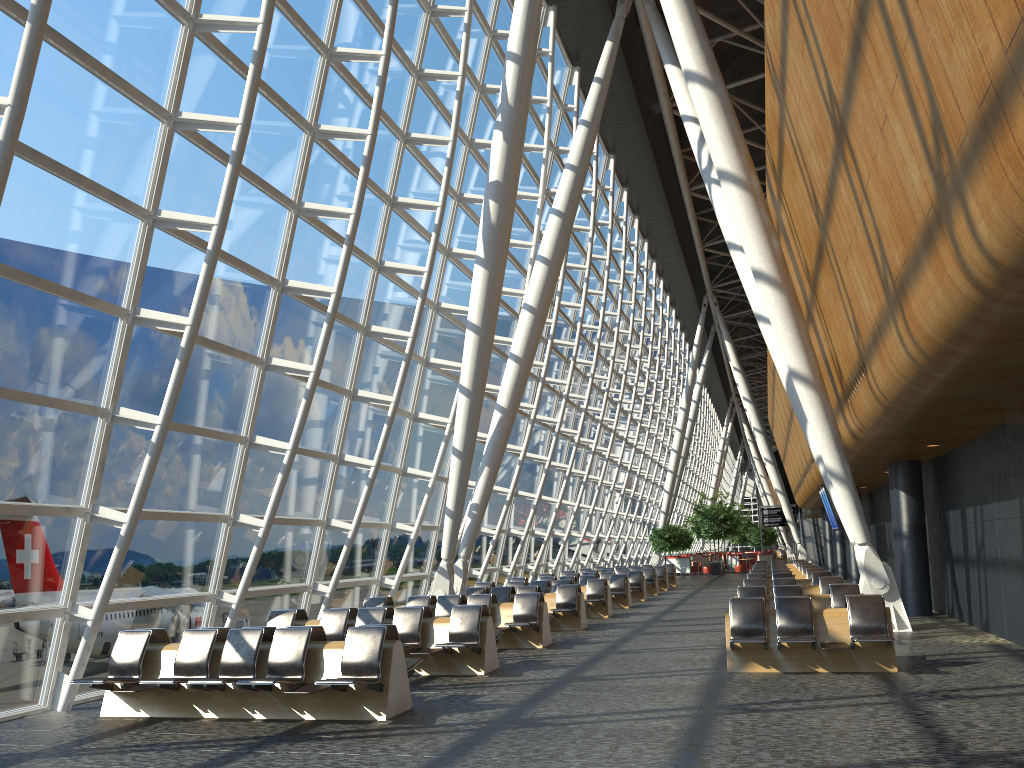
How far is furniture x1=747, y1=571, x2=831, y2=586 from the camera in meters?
18.7

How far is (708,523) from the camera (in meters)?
45.67

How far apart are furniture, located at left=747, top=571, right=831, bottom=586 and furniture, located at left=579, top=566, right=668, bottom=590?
11.9m

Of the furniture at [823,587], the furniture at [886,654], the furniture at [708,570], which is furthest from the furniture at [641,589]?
the furniture at [708,570]

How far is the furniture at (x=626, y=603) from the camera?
22.30m

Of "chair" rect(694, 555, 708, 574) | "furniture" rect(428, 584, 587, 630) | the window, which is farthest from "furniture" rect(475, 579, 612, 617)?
"chair" rect(694, 555, 708, 574)

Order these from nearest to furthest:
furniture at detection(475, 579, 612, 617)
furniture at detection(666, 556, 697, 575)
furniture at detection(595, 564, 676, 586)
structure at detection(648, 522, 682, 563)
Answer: furniture at detection(475, 579, 612, 617) < furniture at detection(595, 564, 676, 586) < structure at detection(648, 522, 682, 563) < furniture at detection(666, 556, 697, 575)

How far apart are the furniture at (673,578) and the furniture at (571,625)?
17.03m

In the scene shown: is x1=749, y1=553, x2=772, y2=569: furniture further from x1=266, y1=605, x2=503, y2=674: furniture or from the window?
x1=266, y1=605, x2=503, y2=674: furniture

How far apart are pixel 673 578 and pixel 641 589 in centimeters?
893cm
